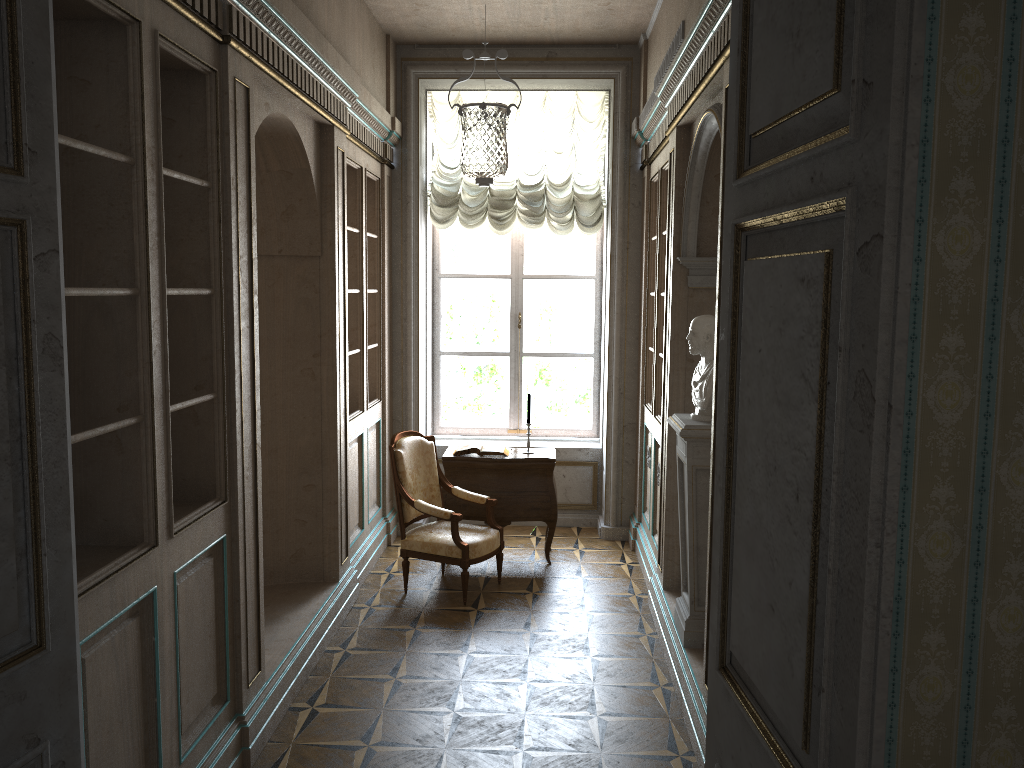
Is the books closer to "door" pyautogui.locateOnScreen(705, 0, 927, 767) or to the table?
the table

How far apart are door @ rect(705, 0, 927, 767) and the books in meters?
4.5

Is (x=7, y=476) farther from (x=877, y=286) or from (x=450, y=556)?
(x=450, y=556)

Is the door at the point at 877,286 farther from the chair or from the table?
the table

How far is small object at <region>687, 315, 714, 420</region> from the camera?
4.3m

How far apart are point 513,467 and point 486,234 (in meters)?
2.26

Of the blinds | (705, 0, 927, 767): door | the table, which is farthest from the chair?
(705, 0, 927, 767): door

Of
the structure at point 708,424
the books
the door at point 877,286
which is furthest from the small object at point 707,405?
the door at point 877,286

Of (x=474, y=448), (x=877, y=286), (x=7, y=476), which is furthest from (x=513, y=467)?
(x=877, y=286)

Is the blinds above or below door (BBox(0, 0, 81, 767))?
above
